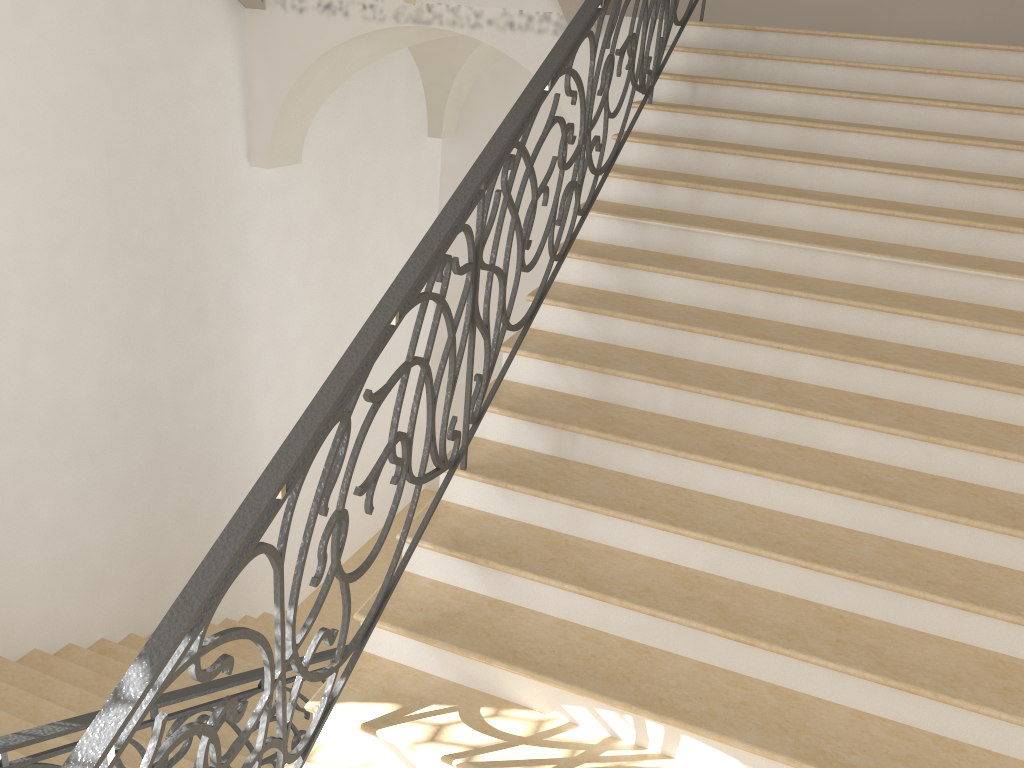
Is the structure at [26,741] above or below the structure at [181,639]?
below

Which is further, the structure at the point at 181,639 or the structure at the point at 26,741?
the structure at the point at 26,741

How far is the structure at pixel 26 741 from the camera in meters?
2.6 m

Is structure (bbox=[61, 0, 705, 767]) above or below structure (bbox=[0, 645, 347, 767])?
above

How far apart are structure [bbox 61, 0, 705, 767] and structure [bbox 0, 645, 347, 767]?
0.7m

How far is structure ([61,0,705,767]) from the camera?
2.0m

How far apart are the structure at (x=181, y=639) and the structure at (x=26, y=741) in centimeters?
74cm

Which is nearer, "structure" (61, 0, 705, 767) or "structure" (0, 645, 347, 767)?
"structure" (61, 0, 705, 767)
